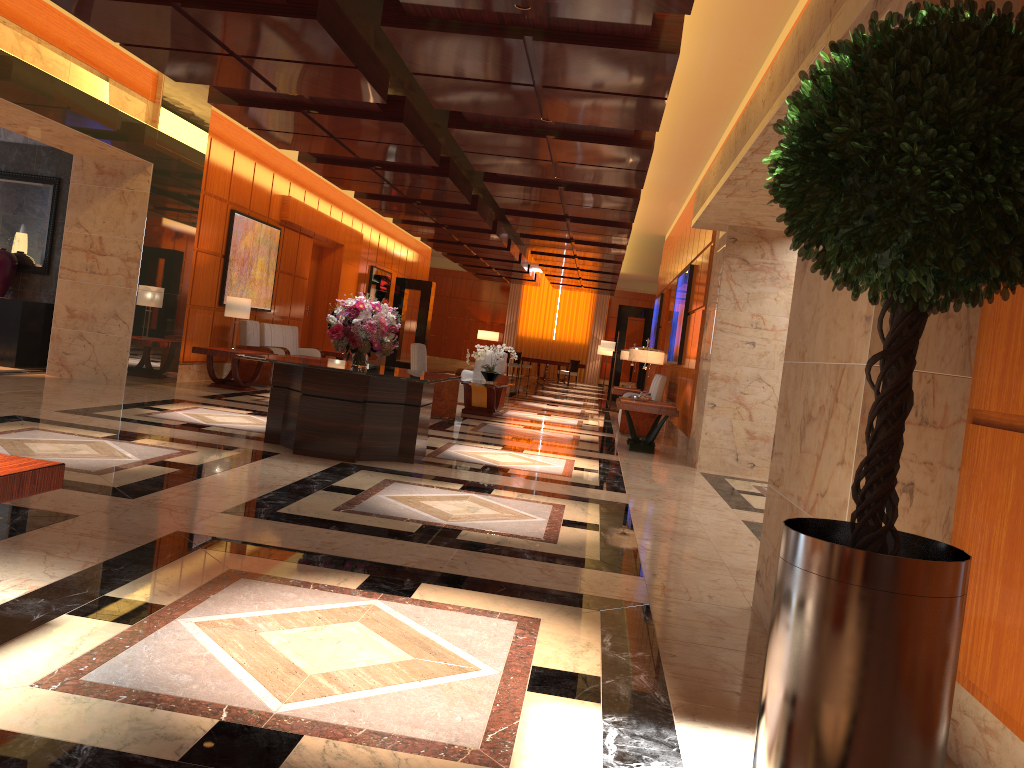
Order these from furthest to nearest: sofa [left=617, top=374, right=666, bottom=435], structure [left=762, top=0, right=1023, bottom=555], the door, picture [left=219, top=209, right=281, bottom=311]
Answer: the door, picture [left=219, top=209, right=281, bottom=311], sofa [left=617, top=374, right=666, bottom=435], structure [left=762, top=0, right=1023, bottom=555]

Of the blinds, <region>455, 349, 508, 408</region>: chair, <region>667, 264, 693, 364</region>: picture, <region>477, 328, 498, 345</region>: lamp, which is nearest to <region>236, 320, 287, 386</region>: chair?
<region>455, 349, 508, 408</region>: chair

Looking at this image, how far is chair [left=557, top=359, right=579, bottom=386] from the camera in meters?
28.9

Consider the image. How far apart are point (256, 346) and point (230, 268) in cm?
126

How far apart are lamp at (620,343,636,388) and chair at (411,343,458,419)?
4.55m

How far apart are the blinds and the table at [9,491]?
31.7 meters

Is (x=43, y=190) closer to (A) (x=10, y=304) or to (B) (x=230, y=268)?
(A) (x=10, y=304)

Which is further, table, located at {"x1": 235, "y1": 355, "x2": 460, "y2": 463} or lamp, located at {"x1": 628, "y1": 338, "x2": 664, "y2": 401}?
lamp, located at {"x1": 628, "y1": 338, "x2": 664, "y2": 401}

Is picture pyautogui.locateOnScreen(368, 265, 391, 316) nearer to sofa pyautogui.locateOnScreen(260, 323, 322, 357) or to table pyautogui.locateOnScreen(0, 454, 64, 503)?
sofa pyautogui.locateOnScreen(260, 323, 322, 357)

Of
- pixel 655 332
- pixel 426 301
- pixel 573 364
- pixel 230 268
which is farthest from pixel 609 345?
pixel 573 364
